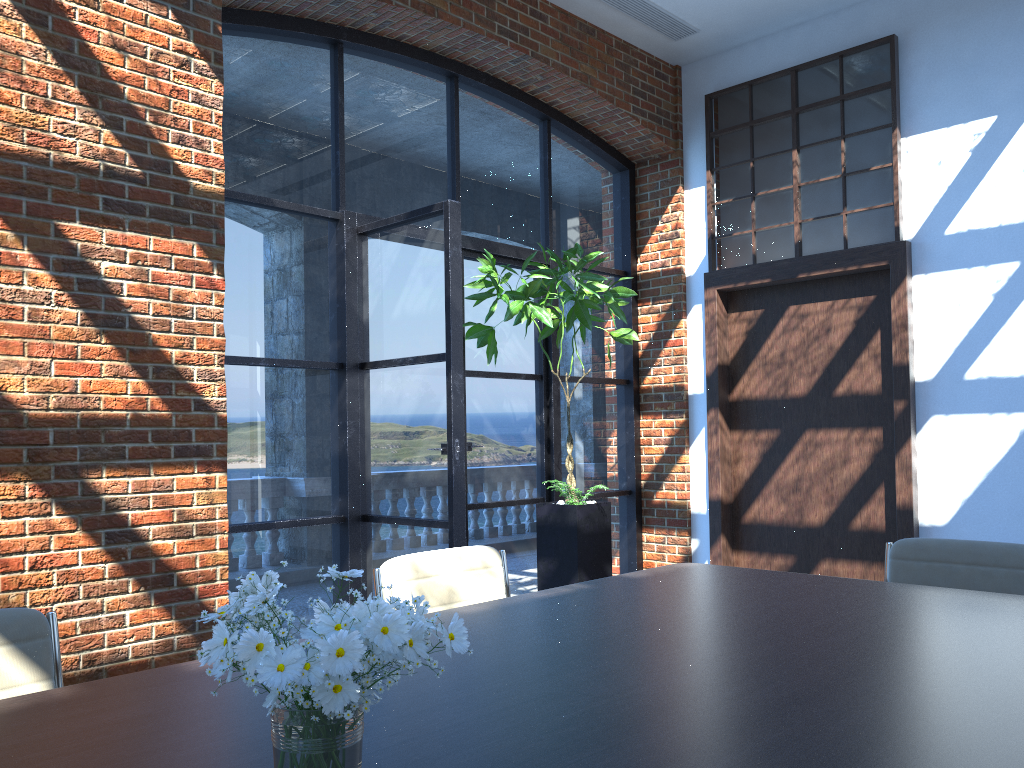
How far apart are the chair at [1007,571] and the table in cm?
32

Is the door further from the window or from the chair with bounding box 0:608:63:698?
the chair with bounding box 0:608:63:698

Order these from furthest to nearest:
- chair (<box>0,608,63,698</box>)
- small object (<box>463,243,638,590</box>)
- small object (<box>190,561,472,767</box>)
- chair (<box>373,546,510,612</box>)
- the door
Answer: the door → small object (<box>463,243,638,590</box>) → chair (<box>373,546,510,612</box>) → chair (<box>0,608,63,698</box>) → small object (<box>190,561,472,767</box>)

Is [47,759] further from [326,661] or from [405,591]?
[405,591]

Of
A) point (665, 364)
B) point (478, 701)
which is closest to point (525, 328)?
point (665, 364)

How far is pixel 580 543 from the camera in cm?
516

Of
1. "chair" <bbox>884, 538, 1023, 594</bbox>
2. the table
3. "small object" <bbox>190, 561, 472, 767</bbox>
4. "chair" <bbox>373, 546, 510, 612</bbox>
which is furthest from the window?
"small object" <bbox>190, 561, 472, 767</bbox>

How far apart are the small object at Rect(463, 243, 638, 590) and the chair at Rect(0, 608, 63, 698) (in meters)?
3.33

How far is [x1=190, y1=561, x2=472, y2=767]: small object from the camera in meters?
1.0

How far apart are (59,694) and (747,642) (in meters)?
1.42
